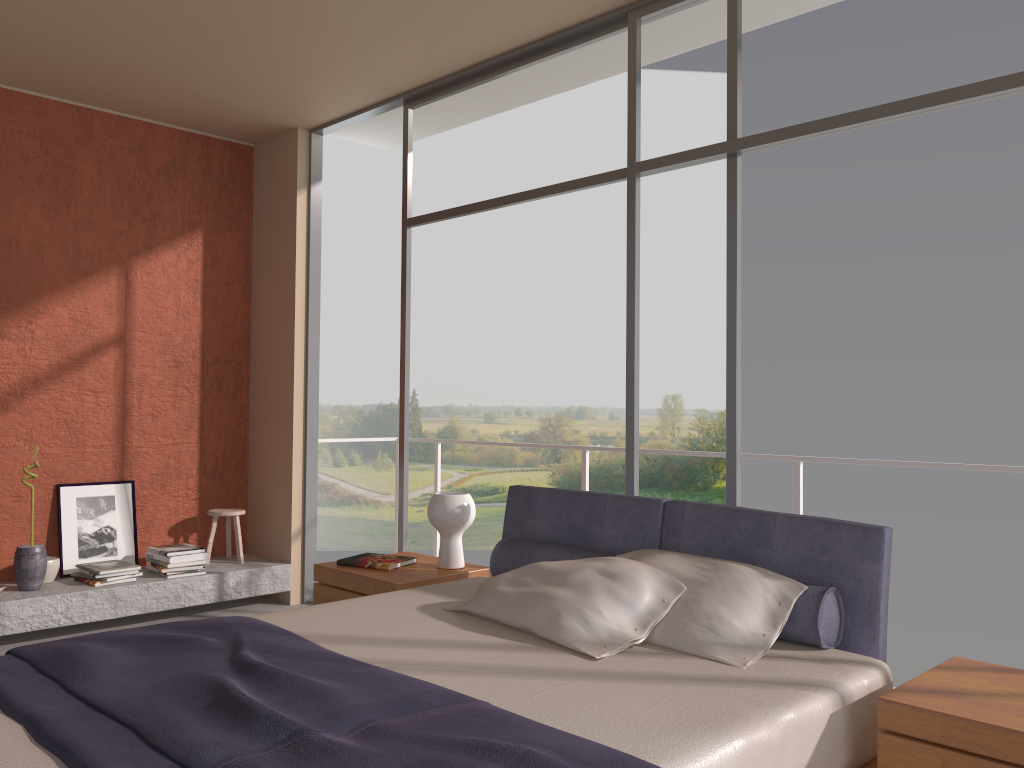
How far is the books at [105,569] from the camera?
5.1 meters

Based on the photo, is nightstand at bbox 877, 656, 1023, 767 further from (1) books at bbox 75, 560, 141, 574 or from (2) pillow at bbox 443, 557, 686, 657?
(1) books at bbox 75, 560, 141, 574

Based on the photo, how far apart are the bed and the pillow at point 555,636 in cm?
2

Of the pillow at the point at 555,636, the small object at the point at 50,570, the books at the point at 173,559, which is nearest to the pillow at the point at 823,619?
the pillow at the point at 555,636

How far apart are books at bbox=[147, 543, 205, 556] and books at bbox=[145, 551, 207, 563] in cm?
4

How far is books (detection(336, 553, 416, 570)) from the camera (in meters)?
4.02

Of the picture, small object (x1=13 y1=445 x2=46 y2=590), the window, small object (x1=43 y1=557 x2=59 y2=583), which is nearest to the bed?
the window

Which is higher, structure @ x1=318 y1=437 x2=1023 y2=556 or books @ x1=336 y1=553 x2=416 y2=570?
structure @ x1=318 y1=437 x2=1023 y2=556

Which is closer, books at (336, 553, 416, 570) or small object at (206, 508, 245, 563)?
books at (336, 553, 416, 570)

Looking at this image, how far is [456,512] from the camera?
4.0 meters
